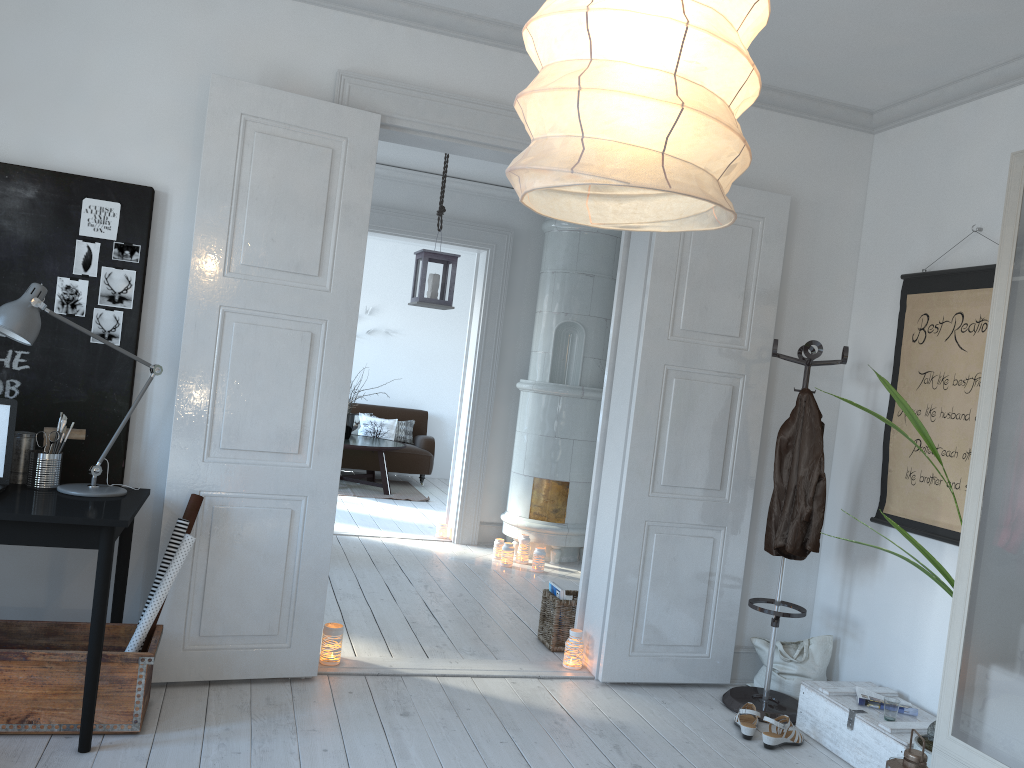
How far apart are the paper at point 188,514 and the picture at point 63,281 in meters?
0.8 m

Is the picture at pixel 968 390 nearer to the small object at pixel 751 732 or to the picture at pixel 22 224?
the small object at pixel 751 732

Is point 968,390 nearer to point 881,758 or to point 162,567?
point 881,758

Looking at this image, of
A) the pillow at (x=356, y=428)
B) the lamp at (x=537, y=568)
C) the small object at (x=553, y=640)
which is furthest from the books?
the pillow at (x=356, y=428)

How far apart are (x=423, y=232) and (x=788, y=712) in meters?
4.3

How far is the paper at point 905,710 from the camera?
3.5 meters

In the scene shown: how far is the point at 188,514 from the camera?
3.3 meters

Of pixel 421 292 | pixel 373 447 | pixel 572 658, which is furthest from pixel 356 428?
pixel 572 658

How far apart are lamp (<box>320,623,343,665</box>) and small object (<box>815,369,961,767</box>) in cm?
229

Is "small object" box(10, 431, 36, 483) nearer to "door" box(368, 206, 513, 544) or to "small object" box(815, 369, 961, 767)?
"small object" box(815, 369, 961, 767)
